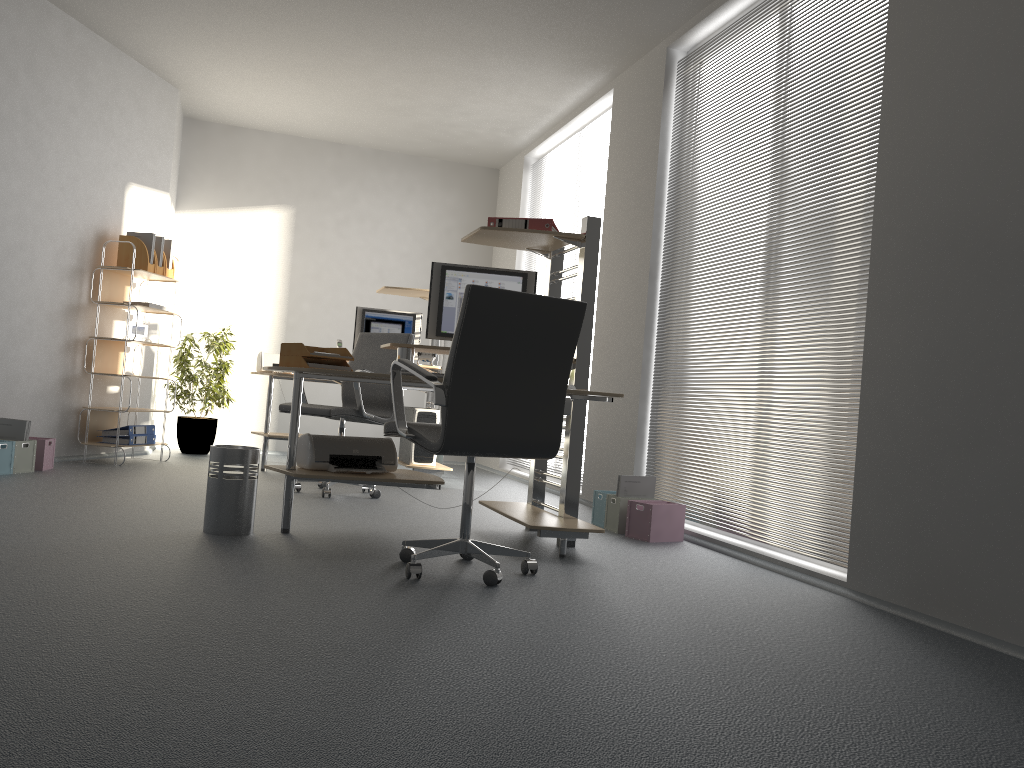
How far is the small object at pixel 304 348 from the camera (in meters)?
3.96

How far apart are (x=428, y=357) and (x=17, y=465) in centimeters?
288cm

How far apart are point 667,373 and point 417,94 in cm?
320

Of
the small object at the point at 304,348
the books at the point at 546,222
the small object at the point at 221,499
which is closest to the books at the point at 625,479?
the books at the point at 546,222

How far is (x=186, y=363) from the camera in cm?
747

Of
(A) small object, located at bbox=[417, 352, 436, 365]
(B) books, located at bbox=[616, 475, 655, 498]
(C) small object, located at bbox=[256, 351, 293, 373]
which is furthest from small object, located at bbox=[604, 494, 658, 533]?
(C) small object, located at bbox=[256, 351, 293, 373]

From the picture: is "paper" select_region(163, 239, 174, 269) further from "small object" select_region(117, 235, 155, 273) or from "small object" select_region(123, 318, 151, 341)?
"small object" select_region(123, 318, 151, 341)

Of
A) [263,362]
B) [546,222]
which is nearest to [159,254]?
[263,362]

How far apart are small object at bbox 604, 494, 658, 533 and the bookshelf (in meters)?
3.55

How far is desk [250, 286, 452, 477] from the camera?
6.49m
